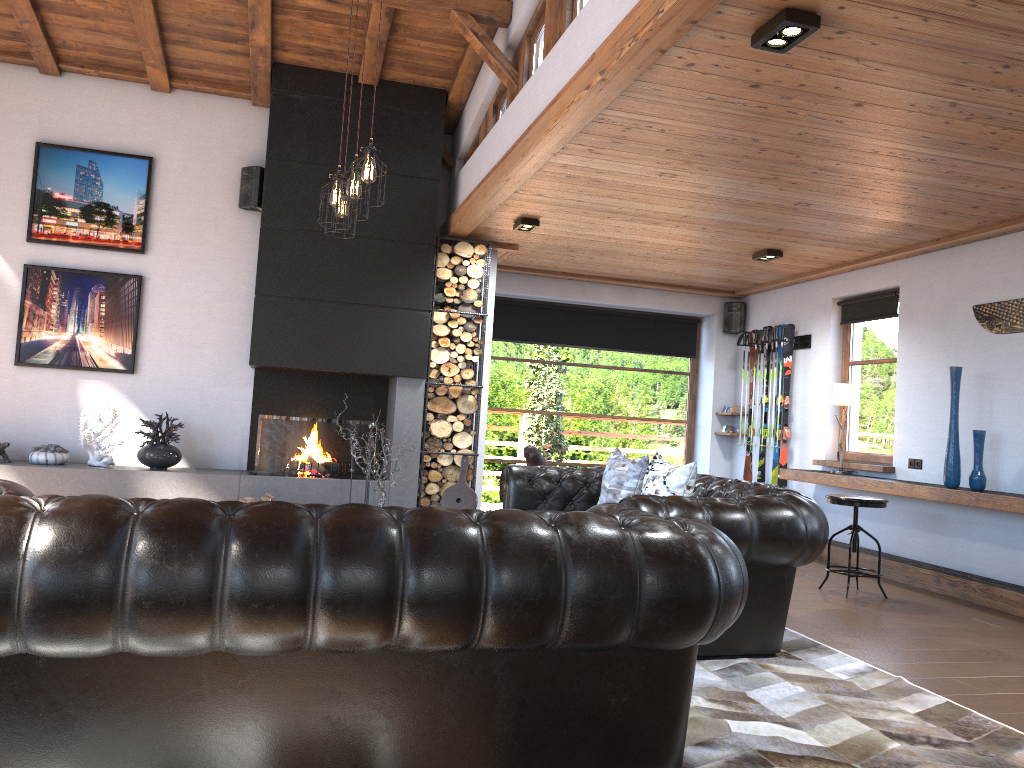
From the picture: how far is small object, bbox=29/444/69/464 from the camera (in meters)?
6.81

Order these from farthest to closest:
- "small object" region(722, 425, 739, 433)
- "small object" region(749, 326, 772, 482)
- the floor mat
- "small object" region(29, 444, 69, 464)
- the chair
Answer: "small object" region(722, 425, 739, 433), "small object" region(749, 326, 772, 482), "small object" region(29, 444, 69, 464), the chair, the floor mat

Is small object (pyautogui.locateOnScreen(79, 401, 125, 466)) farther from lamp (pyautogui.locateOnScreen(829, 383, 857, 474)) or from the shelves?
lamp (pyautogui.locateOnScreen(829, 383, 857, 474))

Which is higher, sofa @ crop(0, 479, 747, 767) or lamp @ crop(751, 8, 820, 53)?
lamp @ crop(751, 8, 820, 53)

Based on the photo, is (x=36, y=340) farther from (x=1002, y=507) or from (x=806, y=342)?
(x=1002, y=507)

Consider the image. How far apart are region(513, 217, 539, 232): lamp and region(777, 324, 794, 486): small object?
3.1 meters

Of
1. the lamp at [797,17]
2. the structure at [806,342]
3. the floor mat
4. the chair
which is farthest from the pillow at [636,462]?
the structure at [806,342]

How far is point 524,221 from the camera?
6.93m

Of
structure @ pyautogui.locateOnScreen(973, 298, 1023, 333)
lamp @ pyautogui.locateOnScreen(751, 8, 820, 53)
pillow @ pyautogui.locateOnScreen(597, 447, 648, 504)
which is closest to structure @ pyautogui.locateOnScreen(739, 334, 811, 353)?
structure @ pyautogui.locateOnScreen(973, 298, 1023, 333)

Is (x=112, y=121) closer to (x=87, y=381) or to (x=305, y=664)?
(x=87, y=381)
